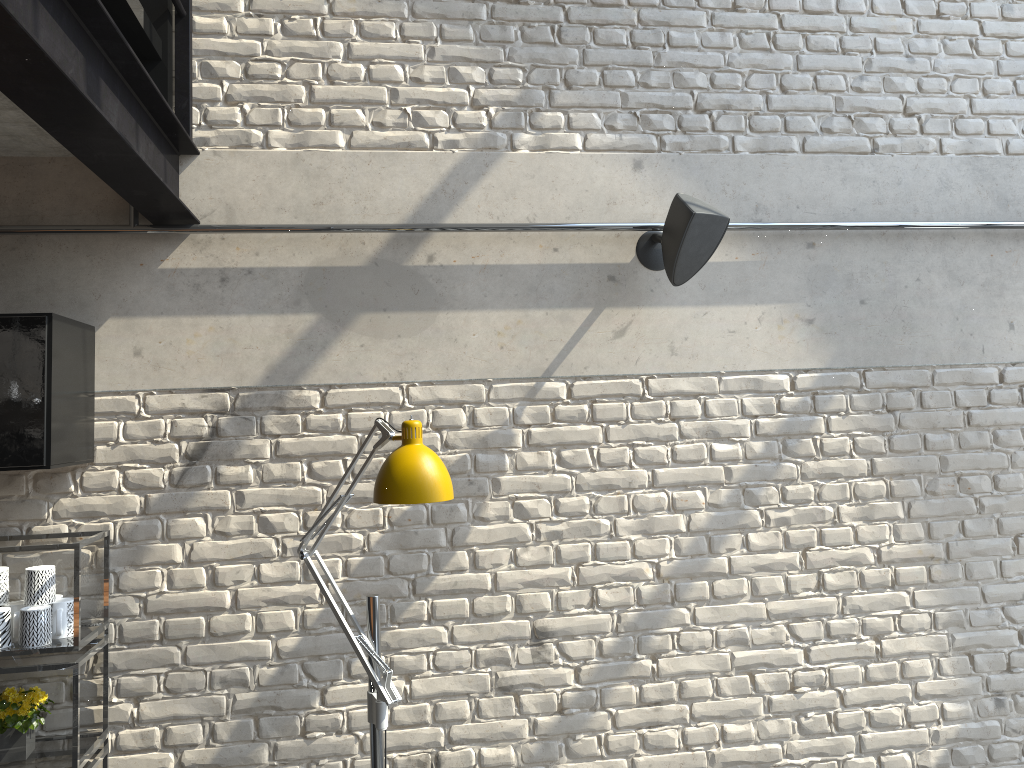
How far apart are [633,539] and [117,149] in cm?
196

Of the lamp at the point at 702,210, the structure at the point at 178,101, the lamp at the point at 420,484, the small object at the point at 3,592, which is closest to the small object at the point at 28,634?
the small object at the point at 3,592

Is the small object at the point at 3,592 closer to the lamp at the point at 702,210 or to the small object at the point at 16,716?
the small object at the point at 16,716

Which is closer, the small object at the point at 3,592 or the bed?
the bed

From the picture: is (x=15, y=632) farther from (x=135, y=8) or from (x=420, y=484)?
(x=135, y=8)

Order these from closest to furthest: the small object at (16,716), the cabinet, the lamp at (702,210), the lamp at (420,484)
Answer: the lamp at (420,484) → the cabinet → the small object at (16,716) → the lamp at (702,210)

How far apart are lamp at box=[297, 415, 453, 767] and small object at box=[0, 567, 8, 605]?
0.86m

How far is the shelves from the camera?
2.4 meters

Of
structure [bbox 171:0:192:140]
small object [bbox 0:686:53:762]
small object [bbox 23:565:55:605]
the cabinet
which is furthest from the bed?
small object [bbox 0:686:53:762]

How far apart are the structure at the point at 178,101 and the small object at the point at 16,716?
1.7 meters
